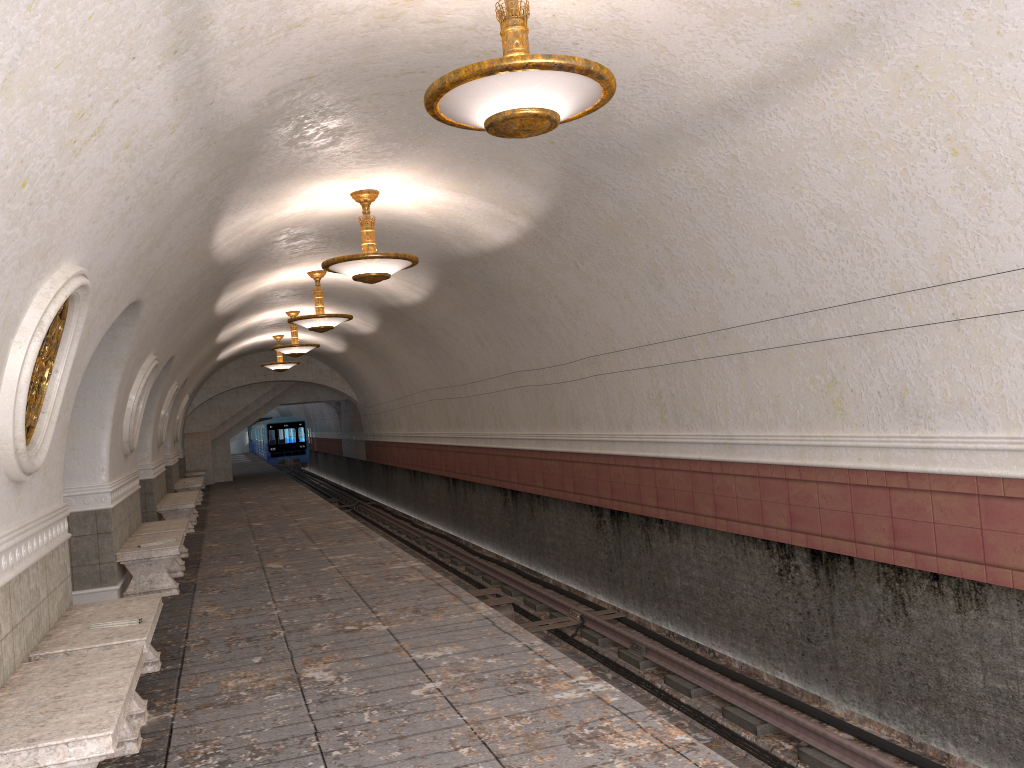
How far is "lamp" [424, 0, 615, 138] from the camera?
4.2m

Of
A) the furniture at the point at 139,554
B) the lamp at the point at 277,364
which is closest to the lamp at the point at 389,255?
the furniture at the point at 139,554

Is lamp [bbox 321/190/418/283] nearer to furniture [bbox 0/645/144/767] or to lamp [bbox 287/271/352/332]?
lamp [bbox 287/271/352/332]

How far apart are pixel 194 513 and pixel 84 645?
13.3m

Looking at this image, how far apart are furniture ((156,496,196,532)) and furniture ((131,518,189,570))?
3.1 meters

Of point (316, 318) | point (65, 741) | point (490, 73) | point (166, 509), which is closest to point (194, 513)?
point (166, 509)

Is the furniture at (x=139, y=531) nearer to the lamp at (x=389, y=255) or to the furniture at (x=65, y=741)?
the lamp at (x=389, y=255)

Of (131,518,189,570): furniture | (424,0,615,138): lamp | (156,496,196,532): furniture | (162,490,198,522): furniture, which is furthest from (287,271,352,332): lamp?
(424,0,615,138): lamp

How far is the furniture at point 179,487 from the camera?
20.42m

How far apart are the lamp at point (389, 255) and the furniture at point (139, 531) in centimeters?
408cm
